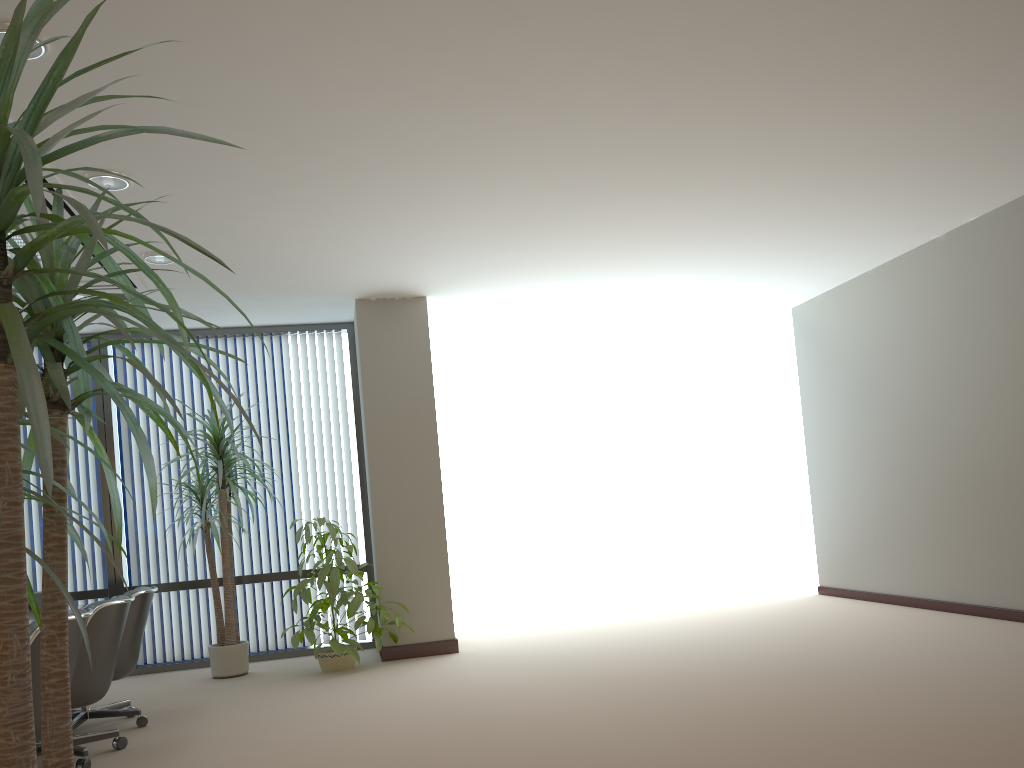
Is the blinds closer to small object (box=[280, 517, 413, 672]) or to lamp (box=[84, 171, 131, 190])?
small object (box=[280, 517, 413, 672])

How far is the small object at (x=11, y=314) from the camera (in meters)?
1.18

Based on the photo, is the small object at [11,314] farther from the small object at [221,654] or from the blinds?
the blinds

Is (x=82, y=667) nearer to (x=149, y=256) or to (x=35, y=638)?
(x=35, y=638)

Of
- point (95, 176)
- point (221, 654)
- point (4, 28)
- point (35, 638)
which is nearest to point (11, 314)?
point (4, 28)

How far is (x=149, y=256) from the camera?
5.9m

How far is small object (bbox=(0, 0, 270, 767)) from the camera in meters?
1.2

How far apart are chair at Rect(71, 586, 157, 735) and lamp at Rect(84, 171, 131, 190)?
2.4m

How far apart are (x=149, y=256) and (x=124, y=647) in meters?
2.5

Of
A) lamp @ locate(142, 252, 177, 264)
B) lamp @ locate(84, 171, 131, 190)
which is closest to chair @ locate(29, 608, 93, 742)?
lamp @ locate(84, 171, 131, 190)
